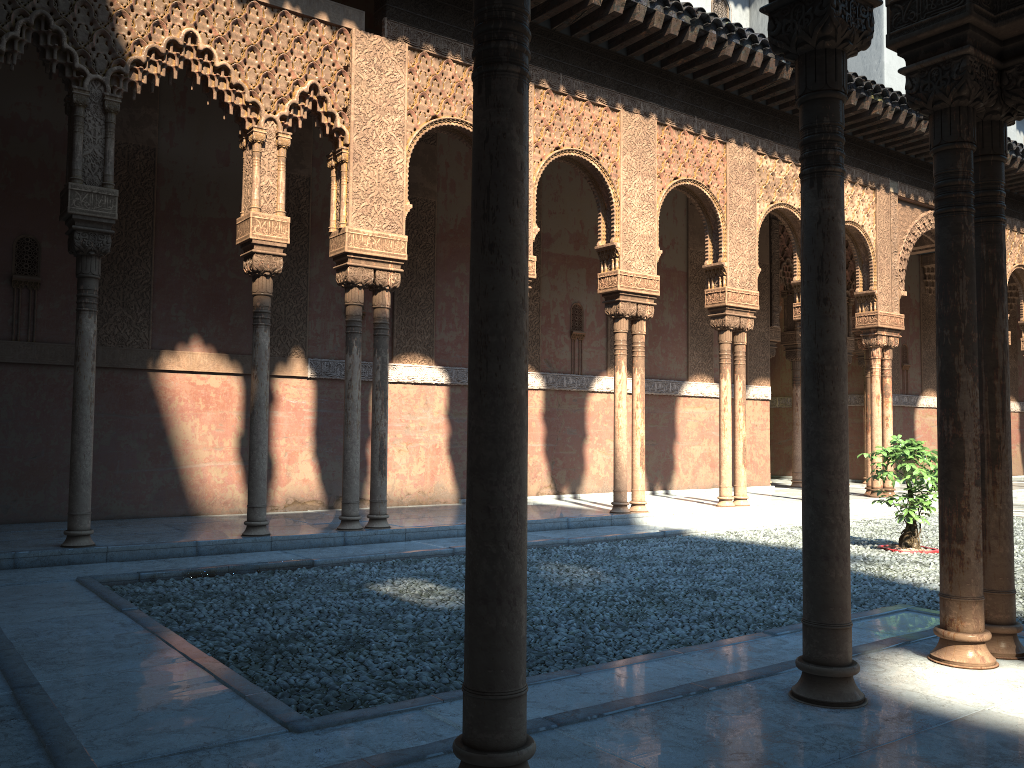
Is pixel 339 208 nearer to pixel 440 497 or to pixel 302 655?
pixel 440 497
